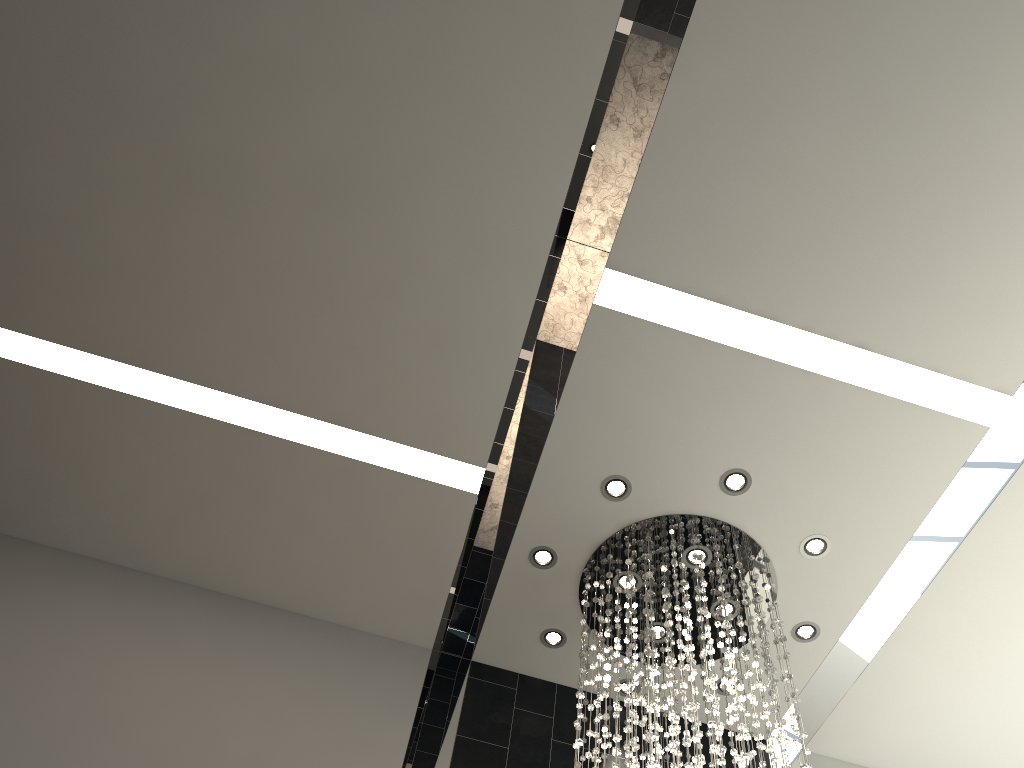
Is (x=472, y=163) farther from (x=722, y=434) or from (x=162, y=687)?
(x=162, y=687)

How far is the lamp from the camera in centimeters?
465cm

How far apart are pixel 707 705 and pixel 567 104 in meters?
3.3

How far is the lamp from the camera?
4.6m

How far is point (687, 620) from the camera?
4.6m
